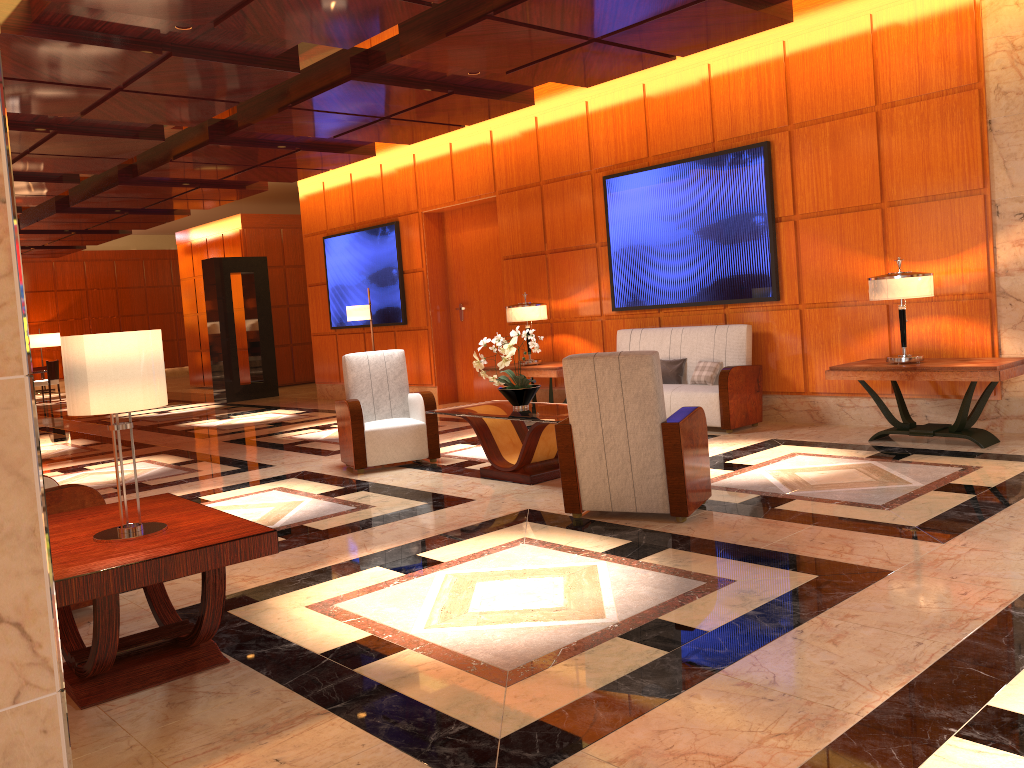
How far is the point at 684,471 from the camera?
4.8m

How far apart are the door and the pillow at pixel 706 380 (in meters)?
3.72

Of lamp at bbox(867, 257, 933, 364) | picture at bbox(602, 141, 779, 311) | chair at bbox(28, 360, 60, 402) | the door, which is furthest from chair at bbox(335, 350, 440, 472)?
chair at bbox(28, 360, 60, 402)

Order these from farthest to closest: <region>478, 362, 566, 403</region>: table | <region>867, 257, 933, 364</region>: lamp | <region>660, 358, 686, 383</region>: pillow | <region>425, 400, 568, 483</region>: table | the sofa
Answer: <region>478, 362, 566, 403</region>: table
<region>660, 358, 686, 383</region>: pillow
the sofa
<region>867, 257, 933, 364</region>: lamp
<region>425, 400, 568, 483</region>: table

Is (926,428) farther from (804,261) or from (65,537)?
(65,537)

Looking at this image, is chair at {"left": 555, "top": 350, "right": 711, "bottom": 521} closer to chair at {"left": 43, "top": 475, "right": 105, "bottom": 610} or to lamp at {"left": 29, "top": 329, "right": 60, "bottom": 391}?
chair at {"left": 43, "top": 475, "right": 105, "bottom": 610}

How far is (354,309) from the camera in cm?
1134

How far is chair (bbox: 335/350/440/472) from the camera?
7.21m

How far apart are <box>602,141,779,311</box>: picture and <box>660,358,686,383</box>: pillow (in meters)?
0.64

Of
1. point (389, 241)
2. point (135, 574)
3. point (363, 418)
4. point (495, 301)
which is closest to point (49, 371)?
point (389, 241)
